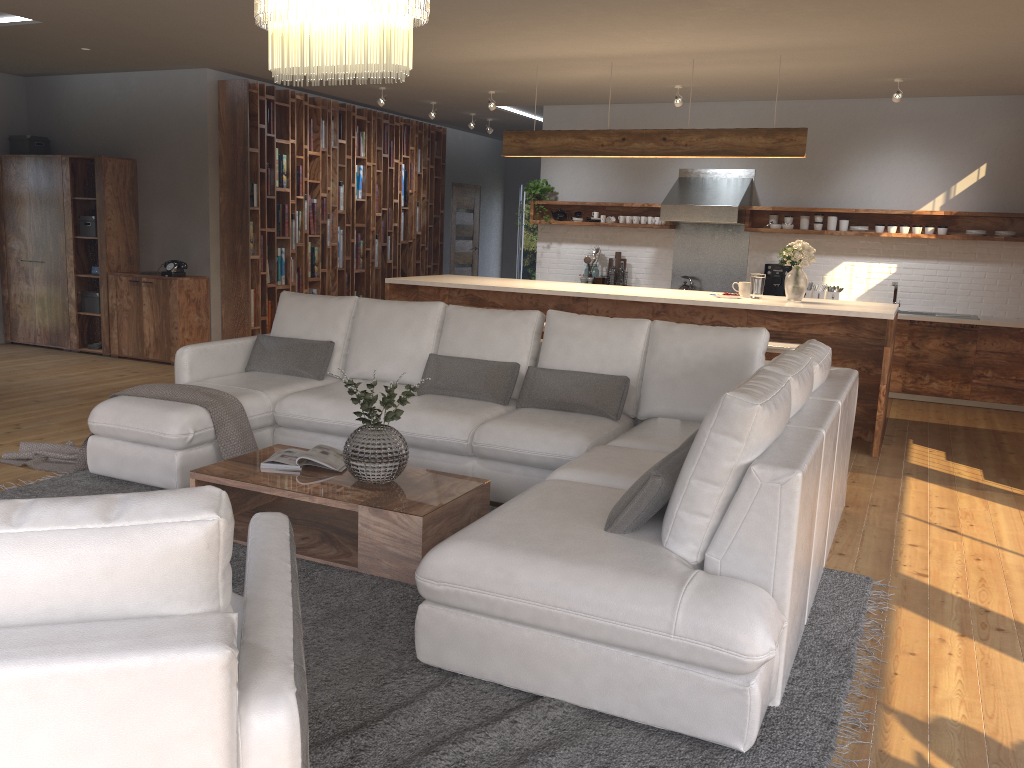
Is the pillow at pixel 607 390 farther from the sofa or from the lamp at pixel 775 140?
the lamp at pixel 775 140

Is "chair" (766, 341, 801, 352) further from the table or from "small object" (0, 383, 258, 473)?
"small object" (0, 383, 258, 473)

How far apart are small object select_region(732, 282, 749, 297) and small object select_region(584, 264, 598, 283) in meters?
3.1 m

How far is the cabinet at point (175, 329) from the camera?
8.4m

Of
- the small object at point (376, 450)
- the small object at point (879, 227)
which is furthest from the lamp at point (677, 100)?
the small object at point (376, 450)

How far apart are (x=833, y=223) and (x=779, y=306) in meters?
3.1

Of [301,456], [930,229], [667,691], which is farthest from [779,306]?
[667,691]

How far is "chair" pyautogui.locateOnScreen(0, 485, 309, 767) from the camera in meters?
1.3 m

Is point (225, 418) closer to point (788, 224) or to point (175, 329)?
point (175, 329)

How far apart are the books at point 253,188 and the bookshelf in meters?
0.1
